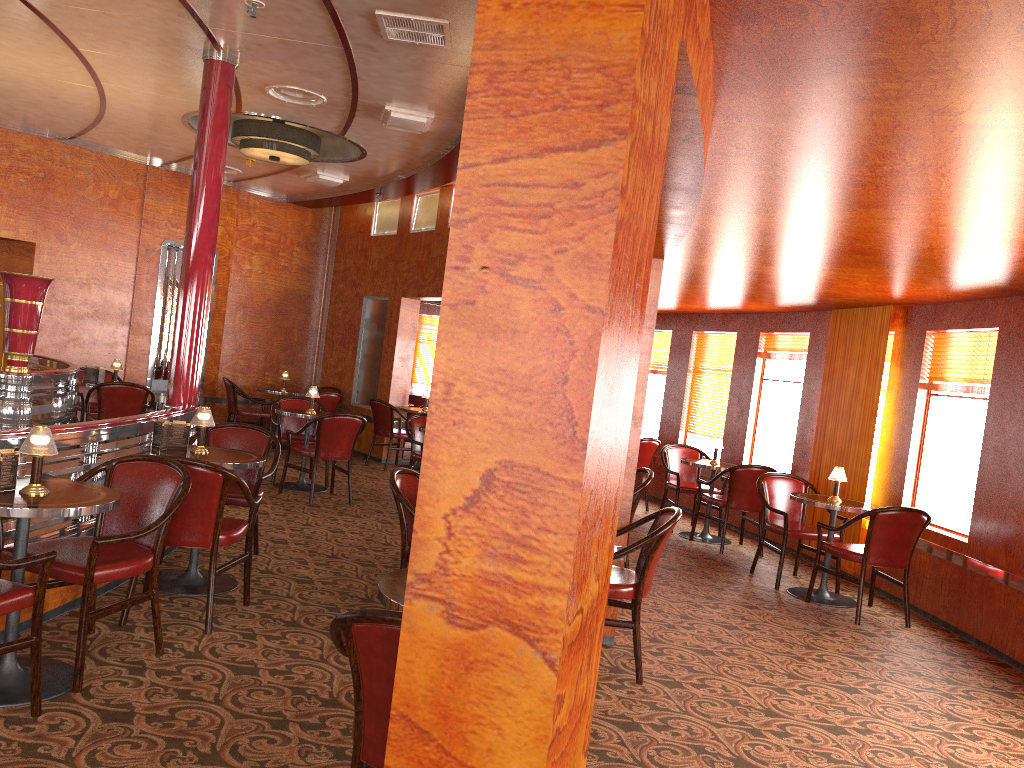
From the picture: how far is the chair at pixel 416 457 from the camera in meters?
8.4 m

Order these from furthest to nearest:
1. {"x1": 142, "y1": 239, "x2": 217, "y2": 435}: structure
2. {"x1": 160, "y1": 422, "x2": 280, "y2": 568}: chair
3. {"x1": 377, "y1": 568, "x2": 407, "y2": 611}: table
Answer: {"x1": 142, "y1": 239, "x2": 217, "y2": 435}: structure, {"x1": 160, "y1": 422, "x2": 280, "y2": 568}: chair, {"x1": 377, "y1": 568, "x2": 407, "y2": 611}: table

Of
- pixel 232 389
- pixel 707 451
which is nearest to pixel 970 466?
pixel 707 451

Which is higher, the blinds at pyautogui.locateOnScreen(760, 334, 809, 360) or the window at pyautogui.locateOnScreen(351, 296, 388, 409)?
the blinds at pyautogui.locateOnScreen(760, 334, 809, 360)

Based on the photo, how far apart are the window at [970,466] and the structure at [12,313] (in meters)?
6.79

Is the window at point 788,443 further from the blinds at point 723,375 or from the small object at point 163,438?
the small object at point 163,438

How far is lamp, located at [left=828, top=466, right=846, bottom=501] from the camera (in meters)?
6.39

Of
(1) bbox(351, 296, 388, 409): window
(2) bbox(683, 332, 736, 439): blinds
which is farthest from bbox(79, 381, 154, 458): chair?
(2) bbox(683, 332, 736, 439): blinds

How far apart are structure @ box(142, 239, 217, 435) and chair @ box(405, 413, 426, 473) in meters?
3.5 m

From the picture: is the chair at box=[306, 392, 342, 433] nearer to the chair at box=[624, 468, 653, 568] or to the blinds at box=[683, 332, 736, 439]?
the blinds at box=[683, 332, 736, 439]
